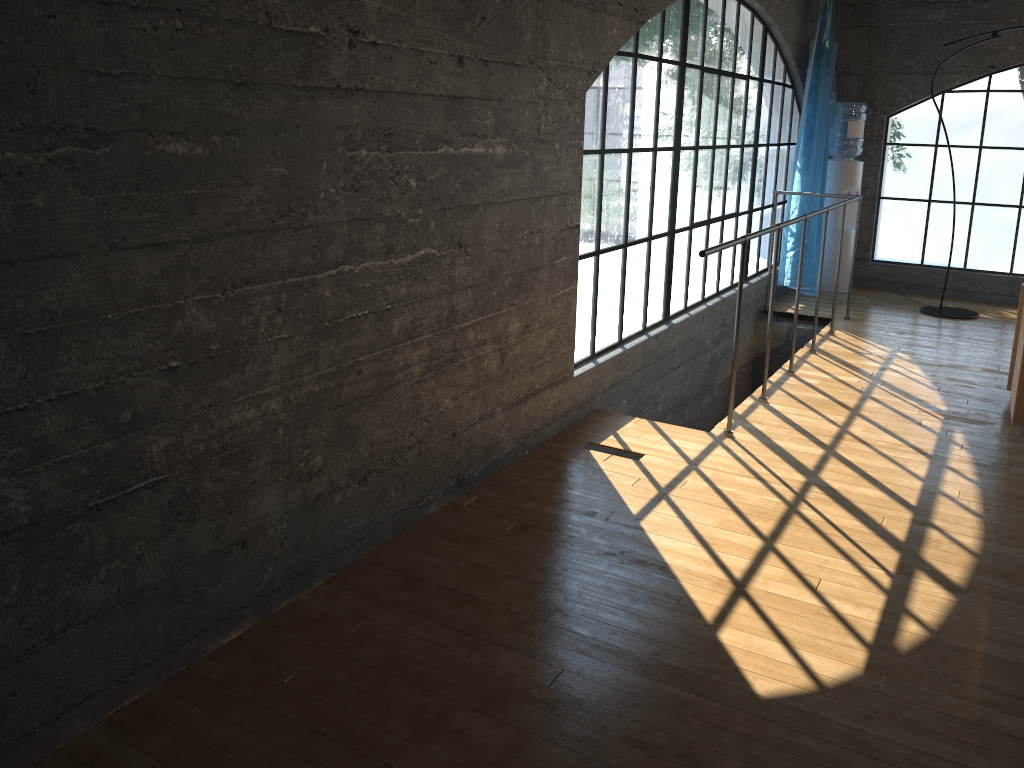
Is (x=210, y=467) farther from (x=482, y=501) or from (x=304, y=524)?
(x=482, y=501)

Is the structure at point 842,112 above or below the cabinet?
above

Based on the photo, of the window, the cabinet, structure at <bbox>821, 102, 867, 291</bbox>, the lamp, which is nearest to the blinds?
the window

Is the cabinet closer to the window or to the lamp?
the window

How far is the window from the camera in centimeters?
513cm

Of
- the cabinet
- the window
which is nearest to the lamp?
the window

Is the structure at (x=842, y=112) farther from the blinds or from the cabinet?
the cabinet

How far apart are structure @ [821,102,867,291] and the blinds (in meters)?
0.28

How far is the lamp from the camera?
6.2m

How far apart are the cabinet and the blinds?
2.5 meters
